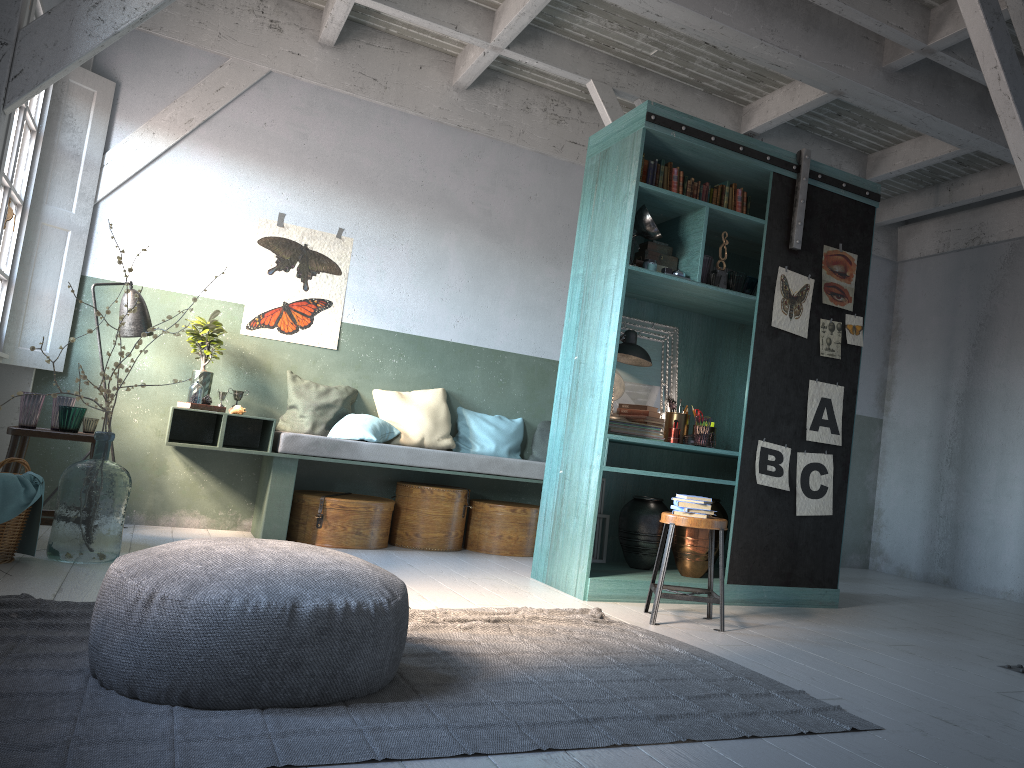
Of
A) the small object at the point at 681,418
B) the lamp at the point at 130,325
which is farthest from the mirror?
the lamp at the point at 130,325

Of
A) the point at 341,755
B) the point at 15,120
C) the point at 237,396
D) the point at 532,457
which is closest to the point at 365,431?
the point at 237,396

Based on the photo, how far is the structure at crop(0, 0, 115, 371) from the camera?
6.8 meters

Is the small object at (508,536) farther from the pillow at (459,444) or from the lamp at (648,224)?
the lamp at (648,224)

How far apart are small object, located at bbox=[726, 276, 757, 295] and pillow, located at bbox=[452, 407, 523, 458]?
2.76m

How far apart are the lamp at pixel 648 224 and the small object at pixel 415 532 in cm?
285

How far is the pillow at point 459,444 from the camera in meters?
8.1

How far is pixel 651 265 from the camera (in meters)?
6.00

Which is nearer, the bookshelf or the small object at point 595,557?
the bookshelf

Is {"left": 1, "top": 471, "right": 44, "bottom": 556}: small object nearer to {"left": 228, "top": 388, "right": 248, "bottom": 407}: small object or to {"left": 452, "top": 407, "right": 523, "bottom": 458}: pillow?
{"left": 228, "top": 388, "right": 248, "bottom": 407}: small object
